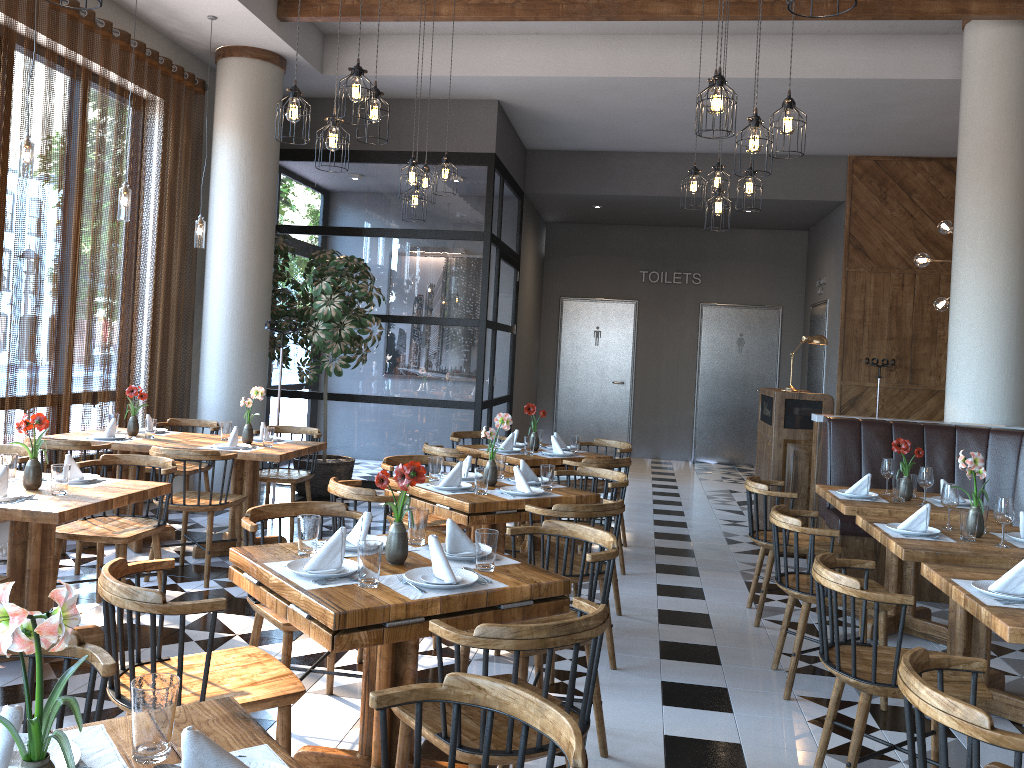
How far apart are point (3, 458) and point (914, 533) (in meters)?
4.21

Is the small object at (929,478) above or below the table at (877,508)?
above

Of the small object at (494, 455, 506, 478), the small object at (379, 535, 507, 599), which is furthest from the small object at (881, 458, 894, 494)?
the small object at (379, 535, 507, 599)

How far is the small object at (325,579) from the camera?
2.7 meters

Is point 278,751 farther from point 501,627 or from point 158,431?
point 158,431

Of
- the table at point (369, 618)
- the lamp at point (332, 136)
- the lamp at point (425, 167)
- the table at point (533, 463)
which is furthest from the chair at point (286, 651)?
the lamp at point (425, 167)

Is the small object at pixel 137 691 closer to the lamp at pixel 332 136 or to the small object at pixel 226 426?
the lamp at pixel 332 136

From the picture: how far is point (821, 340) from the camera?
7.3 meters

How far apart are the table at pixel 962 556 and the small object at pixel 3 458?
4.01m

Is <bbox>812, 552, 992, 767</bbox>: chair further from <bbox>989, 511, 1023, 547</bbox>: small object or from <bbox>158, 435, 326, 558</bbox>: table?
<bbox>158, 435, 326, 558</bbox>: table
